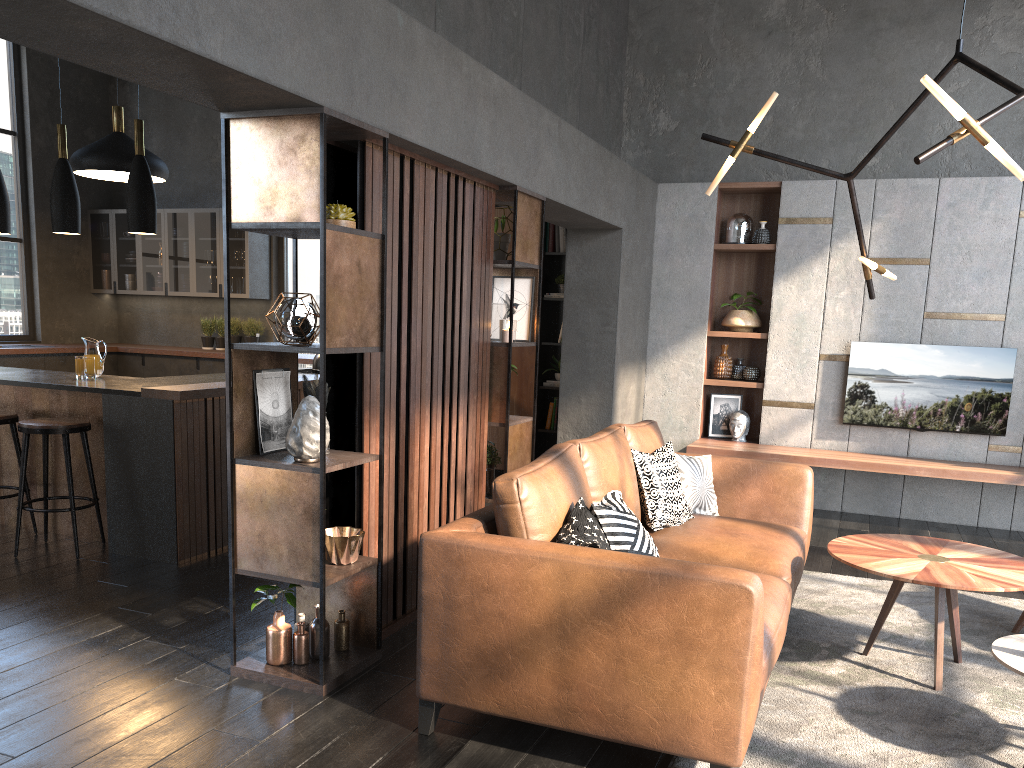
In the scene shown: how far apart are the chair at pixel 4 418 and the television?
5.7m

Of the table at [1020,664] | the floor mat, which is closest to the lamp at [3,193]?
the floor mat

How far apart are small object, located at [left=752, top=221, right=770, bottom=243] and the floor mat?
3.0 meters

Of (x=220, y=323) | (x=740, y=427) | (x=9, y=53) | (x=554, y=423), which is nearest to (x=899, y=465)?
(x=740, y=427)

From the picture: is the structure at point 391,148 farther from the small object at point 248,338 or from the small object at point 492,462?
the small object at point 248,338

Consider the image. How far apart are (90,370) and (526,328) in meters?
2.5

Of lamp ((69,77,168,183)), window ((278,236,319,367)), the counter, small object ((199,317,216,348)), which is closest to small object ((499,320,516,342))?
the counter

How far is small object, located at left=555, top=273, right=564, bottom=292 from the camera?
7.7m

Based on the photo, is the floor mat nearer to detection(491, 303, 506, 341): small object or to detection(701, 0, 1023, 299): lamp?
detection(701, 0, 1023, 299): lamp

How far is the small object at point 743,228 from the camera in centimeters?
714cm
